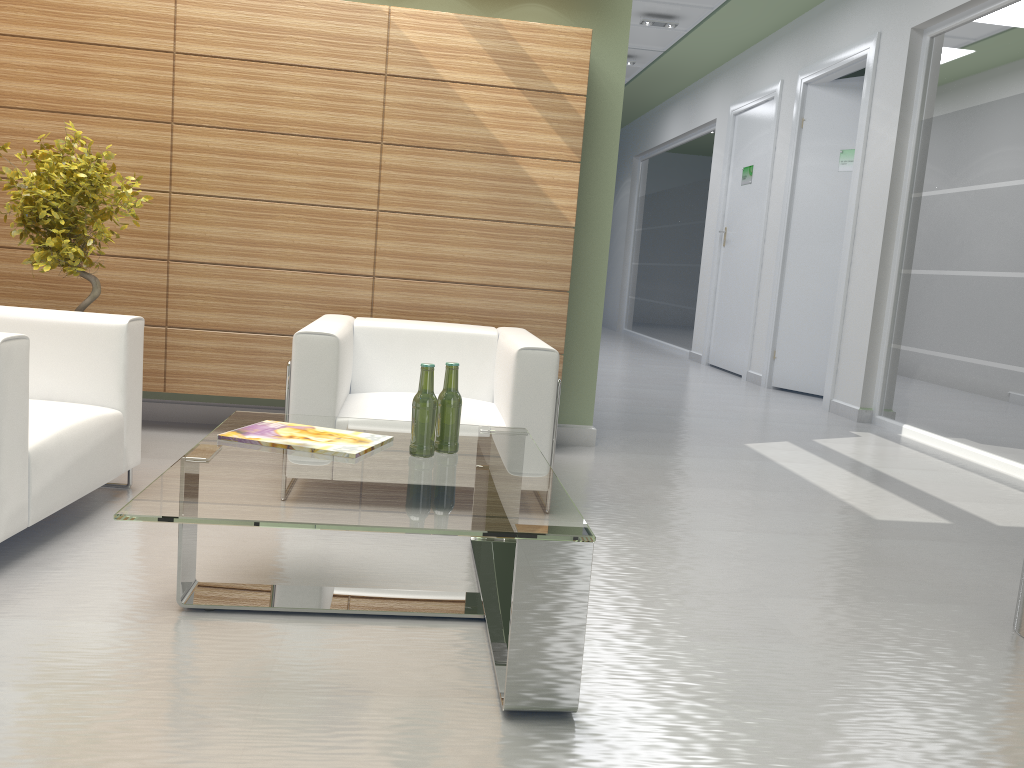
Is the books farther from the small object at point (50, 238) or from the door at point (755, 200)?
the door at point (755, 200)

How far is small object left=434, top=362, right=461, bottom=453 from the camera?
4.6 meters

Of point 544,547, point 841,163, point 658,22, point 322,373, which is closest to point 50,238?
point 322,373

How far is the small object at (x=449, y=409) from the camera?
4.6 meters

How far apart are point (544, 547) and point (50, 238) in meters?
4.8

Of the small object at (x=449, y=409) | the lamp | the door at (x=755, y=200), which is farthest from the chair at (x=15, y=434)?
the door at (x=755, y=200)

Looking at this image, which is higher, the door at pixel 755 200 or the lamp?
the lamp

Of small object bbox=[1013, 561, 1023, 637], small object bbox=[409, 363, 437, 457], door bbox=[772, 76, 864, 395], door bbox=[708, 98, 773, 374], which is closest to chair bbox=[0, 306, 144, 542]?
small object bbox=[409, 363, 437, 457]

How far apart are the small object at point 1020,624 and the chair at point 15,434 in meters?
5.3

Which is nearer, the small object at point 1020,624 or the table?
the table
